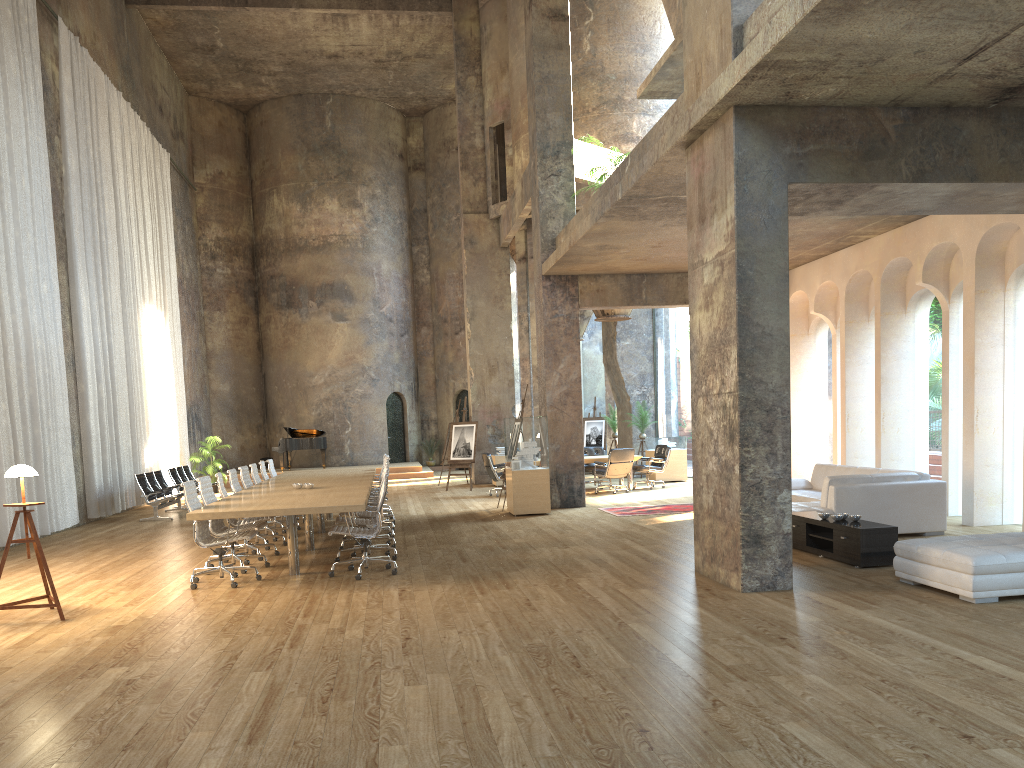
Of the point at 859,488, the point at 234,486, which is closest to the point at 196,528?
the point at 234,486

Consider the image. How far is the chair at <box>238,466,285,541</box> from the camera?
11.84m

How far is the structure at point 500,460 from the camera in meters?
20.3

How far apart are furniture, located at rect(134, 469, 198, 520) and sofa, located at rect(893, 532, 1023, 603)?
12.28m

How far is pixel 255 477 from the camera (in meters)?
12.73

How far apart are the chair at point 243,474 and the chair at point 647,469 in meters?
8.3

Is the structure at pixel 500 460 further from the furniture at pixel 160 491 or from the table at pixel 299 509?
the furniture at pixel 160 491

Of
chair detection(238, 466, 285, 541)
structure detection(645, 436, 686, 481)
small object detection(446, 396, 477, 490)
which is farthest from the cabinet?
small object detection(446, 396, 477, 490)

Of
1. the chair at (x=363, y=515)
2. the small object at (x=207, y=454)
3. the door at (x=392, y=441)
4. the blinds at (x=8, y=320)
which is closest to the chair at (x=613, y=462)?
the chair at (x=363, y=515)

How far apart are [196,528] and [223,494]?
1.7 meters
